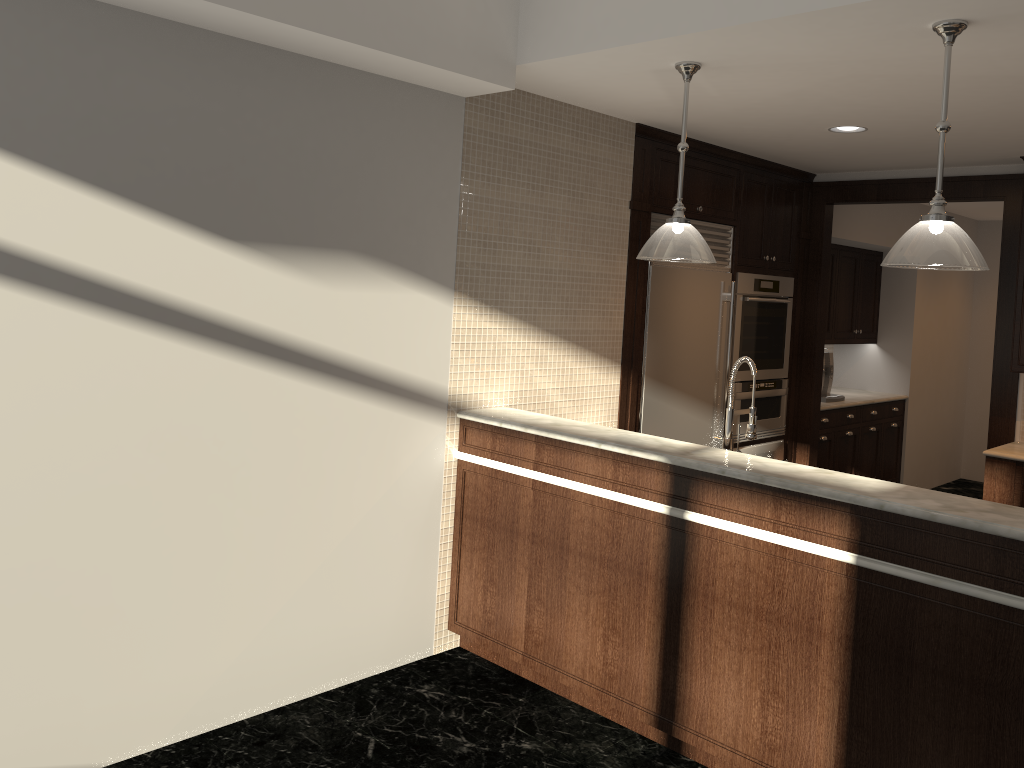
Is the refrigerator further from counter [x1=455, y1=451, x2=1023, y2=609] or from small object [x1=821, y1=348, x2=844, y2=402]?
small object [x1=821, y1=348, x2=844, y2=402]

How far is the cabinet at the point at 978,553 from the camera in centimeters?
253cm

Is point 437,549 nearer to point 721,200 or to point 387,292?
point 387,292

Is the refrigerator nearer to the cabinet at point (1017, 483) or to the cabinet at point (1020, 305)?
the cabinet at point (1017, 483)

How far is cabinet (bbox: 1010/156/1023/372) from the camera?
5.1m

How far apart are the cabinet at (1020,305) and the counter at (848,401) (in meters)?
1.62

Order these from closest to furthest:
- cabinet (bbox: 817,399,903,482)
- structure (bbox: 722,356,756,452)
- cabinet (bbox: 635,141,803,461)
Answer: structure (bbox: 722,356,756,452) → cabinet (bbox: 635,141,803,461) → cabinet (bbox: 817,399,903,482)

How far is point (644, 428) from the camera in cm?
505

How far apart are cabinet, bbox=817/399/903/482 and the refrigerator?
1.4m

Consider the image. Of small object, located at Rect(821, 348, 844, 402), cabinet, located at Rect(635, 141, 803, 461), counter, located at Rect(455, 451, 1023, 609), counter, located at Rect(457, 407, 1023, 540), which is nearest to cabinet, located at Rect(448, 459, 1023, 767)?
counter, located at Rect(455, 451, 1023, 609)
